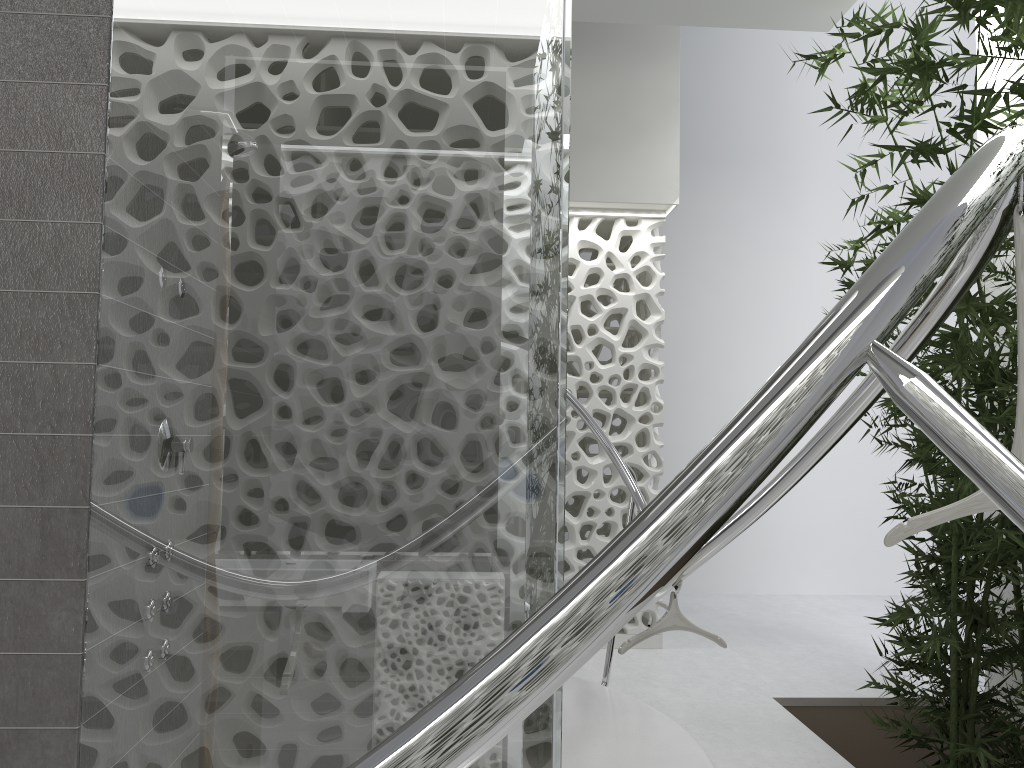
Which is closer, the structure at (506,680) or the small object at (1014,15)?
the structure at (506,680)

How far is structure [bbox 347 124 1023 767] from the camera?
0.71m

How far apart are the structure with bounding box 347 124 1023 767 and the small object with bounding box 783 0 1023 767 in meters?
0.0

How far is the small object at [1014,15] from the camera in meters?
2.9 m

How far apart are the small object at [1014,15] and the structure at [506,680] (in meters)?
0.04

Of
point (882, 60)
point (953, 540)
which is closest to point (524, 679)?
point (953, 540)

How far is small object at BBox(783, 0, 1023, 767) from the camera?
2.88m

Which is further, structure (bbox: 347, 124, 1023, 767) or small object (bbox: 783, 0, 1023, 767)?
small object (bbox: 783, 0, 1023, 767)

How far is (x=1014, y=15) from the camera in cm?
288
